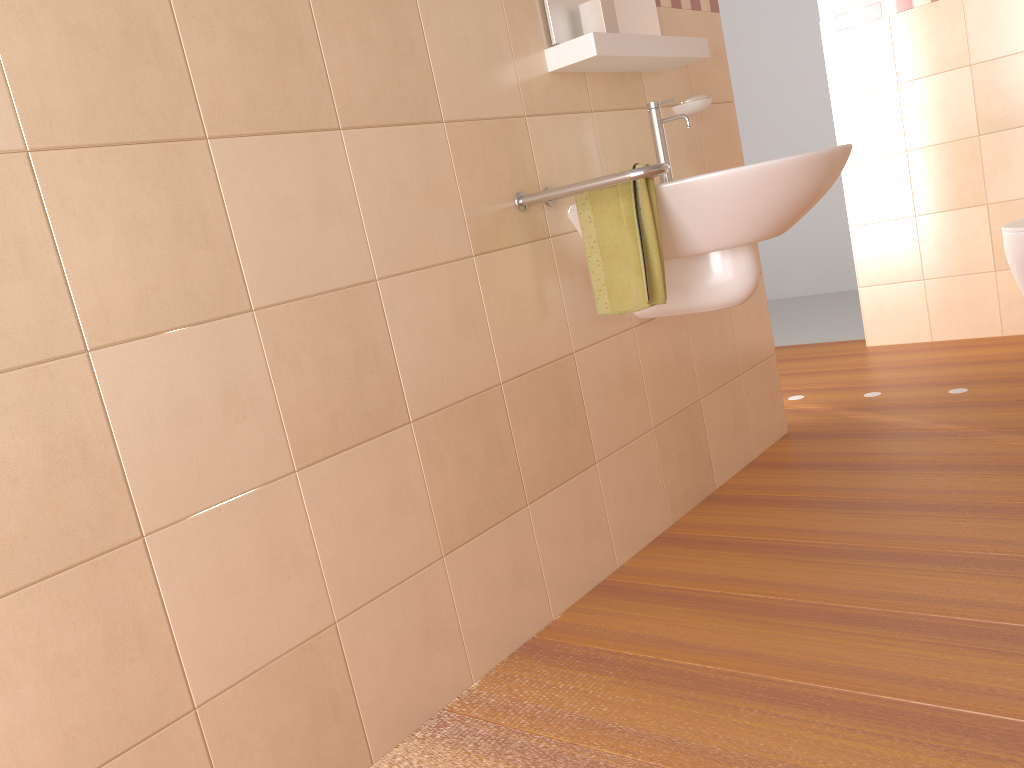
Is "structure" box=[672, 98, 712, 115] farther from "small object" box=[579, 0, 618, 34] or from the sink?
"small object" box=[579, 0, 618, 34]

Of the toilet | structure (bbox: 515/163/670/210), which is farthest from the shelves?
the toilet

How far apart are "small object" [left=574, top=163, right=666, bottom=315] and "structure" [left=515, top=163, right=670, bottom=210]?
0.1m

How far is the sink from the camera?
1.84m

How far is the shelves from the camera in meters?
1.9 m

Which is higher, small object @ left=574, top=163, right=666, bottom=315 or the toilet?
small object @ left=574, top=163, right=666, bottom=315

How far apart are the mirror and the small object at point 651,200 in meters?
0.4 m

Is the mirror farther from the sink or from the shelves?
the sink

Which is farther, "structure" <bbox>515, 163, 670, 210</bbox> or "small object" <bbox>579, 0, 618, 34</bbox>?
"small object" <bbox>579, 0, 618, 34</bbox>

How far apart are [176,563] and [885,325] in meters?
3.4
